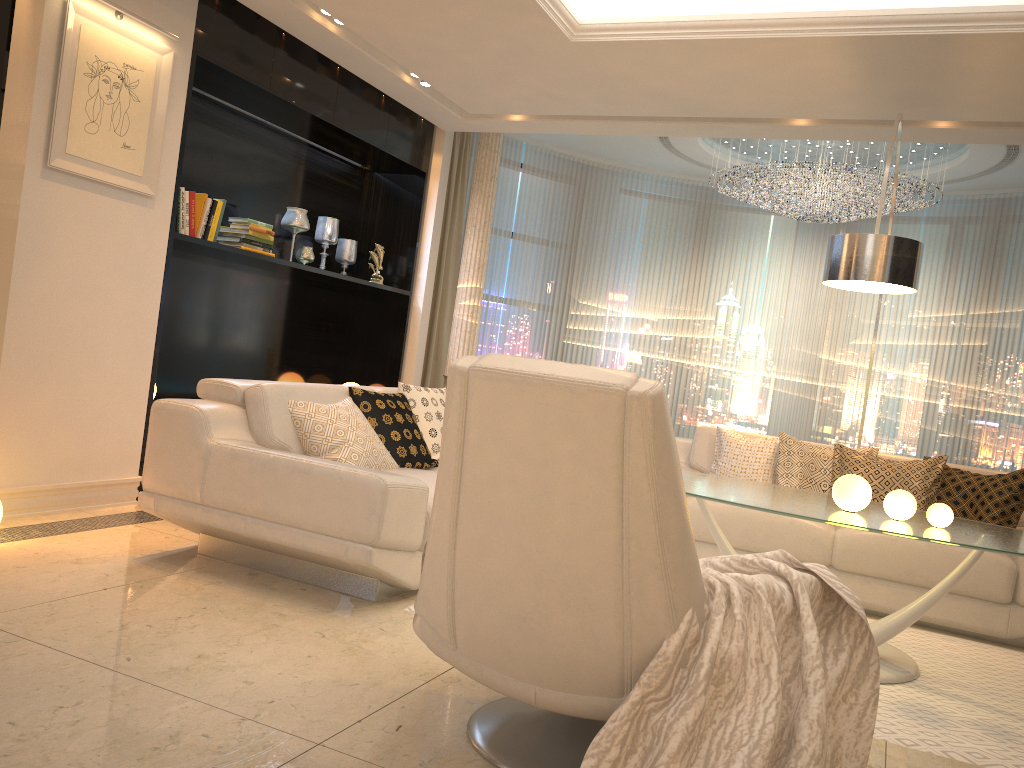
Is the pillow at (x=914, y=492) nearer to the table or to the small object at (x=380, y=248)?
the table

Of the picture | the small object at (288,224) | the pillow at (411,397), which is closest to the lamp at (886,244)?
the pillow at (411,397)

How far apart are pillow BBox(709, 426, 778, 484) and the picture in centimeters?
330cm

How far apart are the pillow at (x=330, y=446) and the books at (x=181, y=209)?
1.5m

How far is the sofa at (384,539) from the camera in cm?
314

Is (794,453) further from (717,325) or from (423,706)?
(717,325)

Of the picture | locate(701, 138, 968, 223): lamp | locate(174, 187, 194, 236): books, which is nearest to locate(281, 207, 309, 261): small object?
locate(174, 187, 194, 236): books

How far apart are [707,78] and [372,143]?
2.4 meters

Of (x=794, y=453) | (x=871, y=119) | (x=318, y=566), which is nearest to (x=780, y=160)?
(x=871, y=119)

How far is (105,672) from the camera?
2.39m
